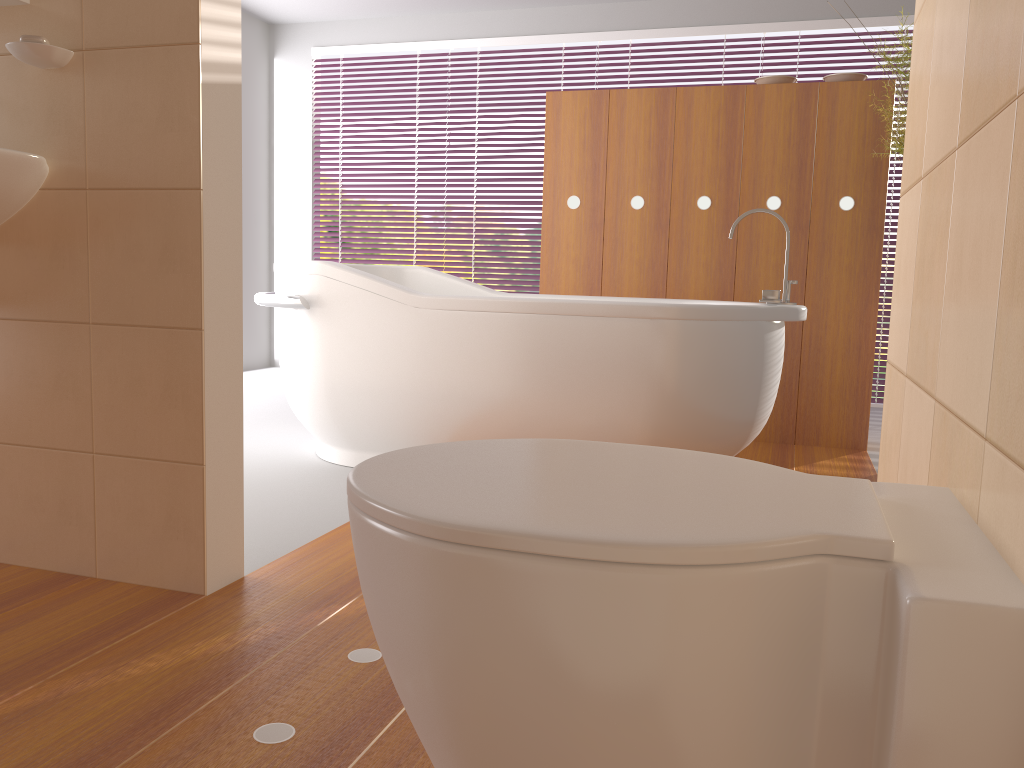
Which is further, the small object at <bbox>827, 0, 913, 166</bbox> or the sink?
the small object at <bbox>827, 0, 913, 166</bbox>

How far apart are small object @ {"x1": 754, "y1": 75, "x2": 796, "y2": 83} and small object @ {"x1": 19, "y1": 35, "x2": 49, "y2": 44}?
2.8 meters

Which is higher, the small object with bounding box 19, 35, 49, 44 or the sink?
the small object with bounding box 19, 35, 49, 44

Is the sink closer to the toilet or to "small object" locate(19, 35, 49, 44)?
"small object" locate(19, 35, 49, 44)

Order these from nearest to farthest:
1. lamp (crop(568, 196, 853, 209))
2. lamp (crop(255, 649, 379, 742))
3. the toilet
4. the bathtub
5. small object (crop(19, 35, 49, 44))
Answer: the toilet < lamp (crop(255, 649, 379, 742)) < small object (crop(19, 35, 49, 44)) < the bathtub < lamp (crop(568, 196, 853, 209))

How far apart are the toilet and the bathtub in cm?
167

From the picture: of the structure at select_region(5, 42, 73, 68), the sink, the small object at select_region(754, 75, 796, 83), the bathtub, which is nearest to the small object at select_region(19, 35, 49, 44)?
the structure at select_region(5, 42, 73, 68)

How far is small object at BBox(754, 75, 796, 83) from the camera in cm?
362

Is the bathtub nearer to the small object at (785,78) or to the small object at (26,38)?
the small object at (785,78)

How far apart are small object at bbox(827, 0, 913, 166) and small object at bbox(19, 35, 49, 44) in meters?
2.4 m
